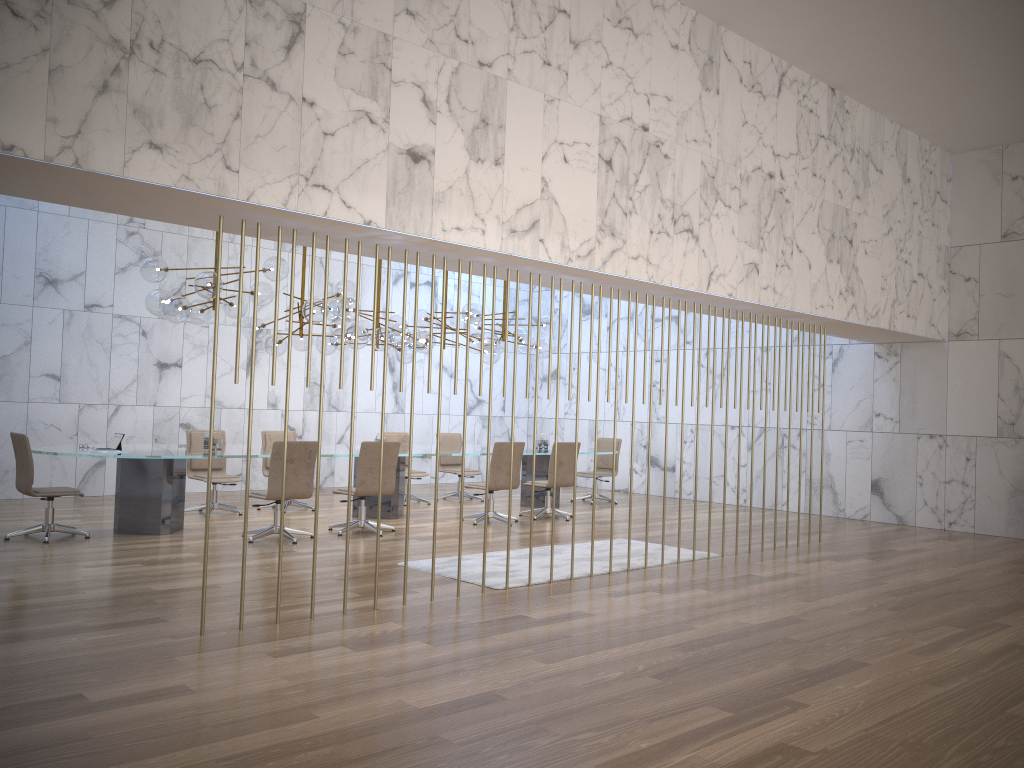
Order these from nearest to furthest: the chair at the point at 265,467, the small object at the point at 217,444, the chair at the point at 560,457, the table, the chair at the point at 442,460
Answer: the table → the small object at the point at 217,444 → the chair at the point at 560,457 → the chair at the point at 265,467 → the chair at the point at 442,460

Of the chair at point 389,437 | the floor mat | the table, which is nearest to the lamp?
the table

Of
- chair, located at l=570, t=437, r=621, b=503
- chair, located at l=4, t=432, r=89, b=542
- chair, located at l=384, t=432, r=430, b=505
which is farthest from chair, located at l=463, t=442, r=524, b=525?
chair, located at l=4, t=432, r=89, b=542

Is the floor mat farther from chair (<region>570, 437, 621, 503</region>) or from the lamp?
chair (<region>570, 437, 621, 503</region>)

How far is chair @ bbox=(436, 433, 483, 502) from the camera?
13.3 meters

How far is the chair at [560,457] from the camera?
11.2m

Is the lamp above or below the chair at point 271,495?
above

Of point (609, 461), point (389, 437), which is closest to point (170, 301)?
point (389, 437)

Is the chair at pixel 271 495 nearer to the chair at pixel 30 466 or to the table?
the table

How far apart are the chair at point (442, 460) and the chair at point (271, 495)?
4.4 meters
